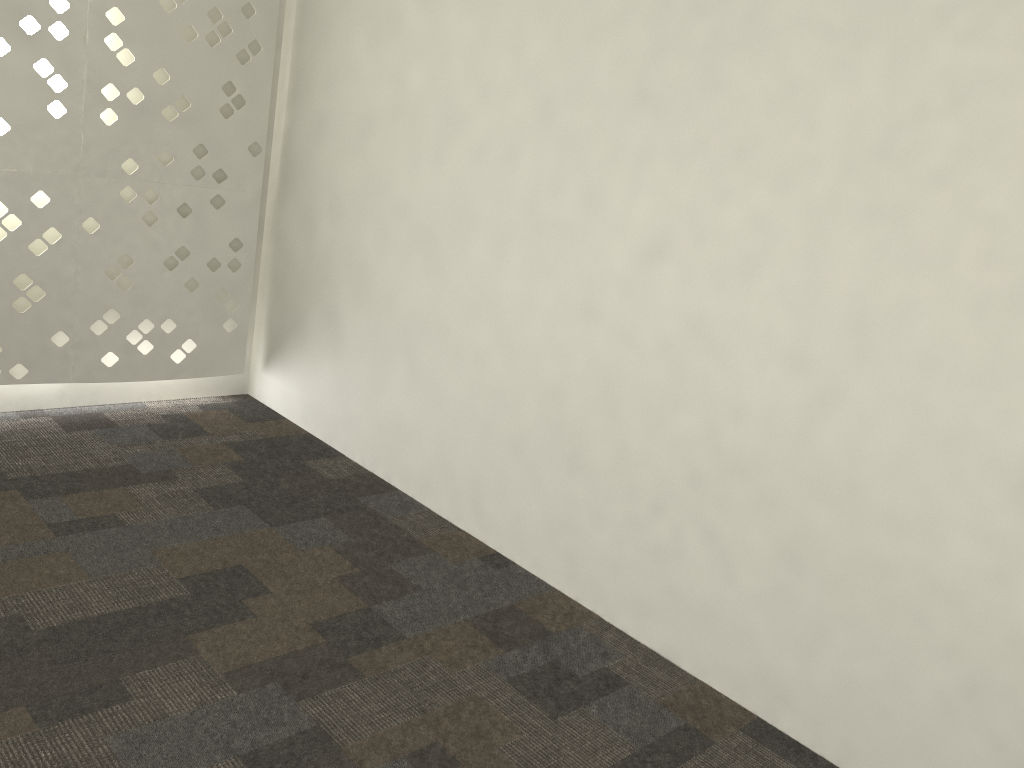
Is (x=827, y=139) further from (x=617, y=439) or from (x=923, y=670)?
(x=923, y=670)
